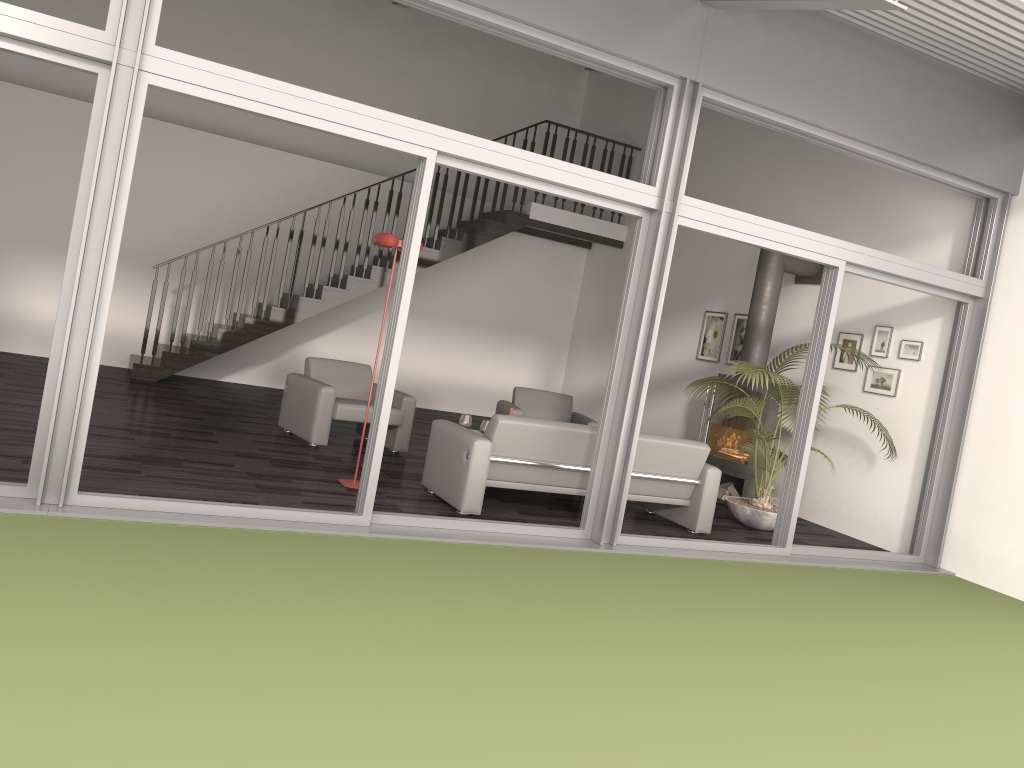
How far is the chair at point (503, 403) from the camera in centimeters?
917cm

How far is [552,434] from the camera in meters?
6.1

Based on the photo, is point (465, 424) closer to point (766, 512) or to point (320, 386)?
point (320, 386)

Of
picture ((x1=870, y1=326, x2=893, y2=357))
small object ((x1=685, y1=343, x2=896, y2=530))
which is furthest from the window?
picture ((x1=870, y1=326, x2=893, y2=357))

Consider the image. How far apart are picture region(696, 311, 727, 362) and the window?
3.1 meters

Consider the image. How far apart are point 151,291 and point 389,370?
5.8 meters

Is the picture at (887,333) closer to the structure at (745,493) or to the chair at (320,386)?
the structure at (745,493)

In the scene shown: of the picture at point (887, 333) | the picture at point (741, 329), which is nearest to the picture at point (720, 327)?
the picture at point (741, 329)

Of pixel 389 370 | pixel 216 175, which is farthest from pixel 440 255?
pixel 389 370

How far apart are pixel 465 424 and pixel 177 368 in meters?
4.2
